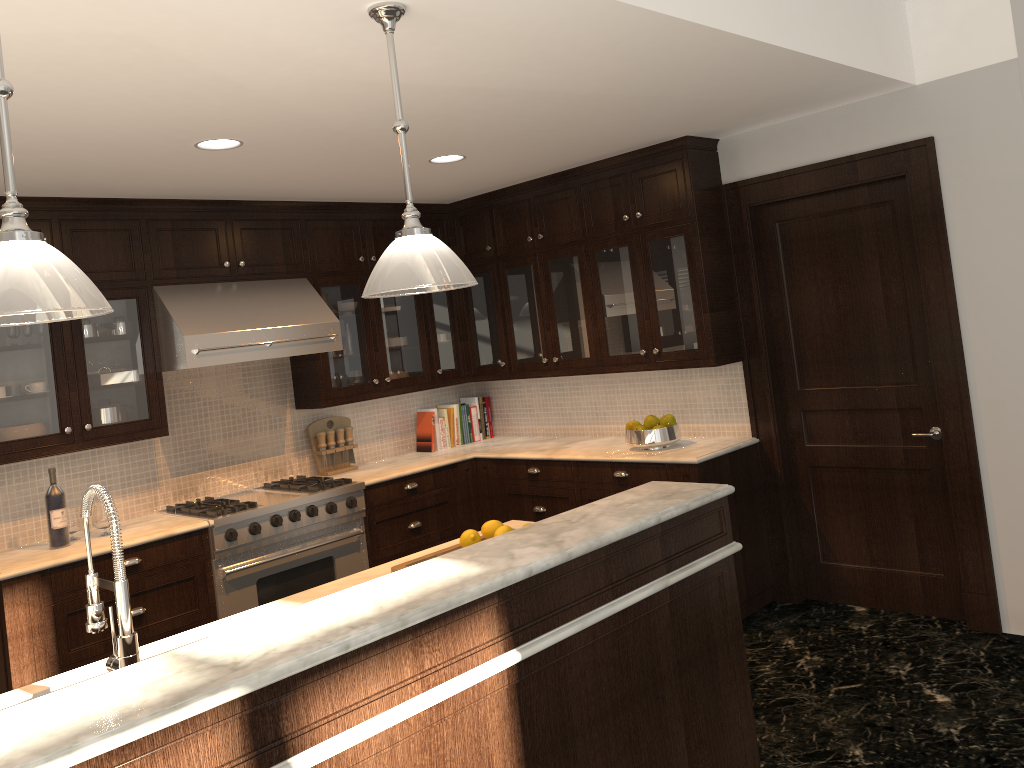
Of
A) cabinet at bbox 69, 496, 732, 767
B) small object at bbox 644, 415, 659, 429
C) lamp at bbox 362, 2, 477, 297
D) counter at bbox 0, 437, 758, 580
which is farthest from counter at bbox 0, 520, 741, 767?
small object at bbox 644, 415, 659, 429

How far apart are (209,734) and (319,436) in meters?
3.9

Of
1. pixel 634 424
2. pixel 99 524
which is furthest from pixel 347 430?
pixel 634 424

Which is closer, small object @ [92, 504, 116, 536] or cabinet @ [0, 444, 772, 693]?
cabinet @ [0, 444, 772, 693]

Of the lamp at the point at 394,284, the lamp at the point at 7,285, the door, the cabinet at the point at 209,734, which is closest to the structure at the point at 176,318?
the lamp at the point at 394,284

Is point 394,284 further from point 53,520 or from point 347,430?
point 347,430

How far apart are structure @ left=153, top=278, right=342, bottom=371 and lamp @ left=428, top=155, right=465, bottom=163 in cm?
112

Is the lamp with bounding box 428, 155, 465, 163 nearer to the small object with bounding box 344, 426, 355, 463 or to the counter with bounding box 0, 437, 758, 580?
the counter with bounding box 0, 437, 758, 580

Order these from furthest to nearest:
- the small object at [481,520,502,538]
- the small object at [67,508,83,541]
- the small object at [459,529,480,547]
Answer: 1. the small object at [67,508,83,541]
2. the small object at [481,520,502,538]
3. the small object at [459,529,480,547]

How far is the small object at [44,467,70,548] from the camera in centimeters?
420cm
